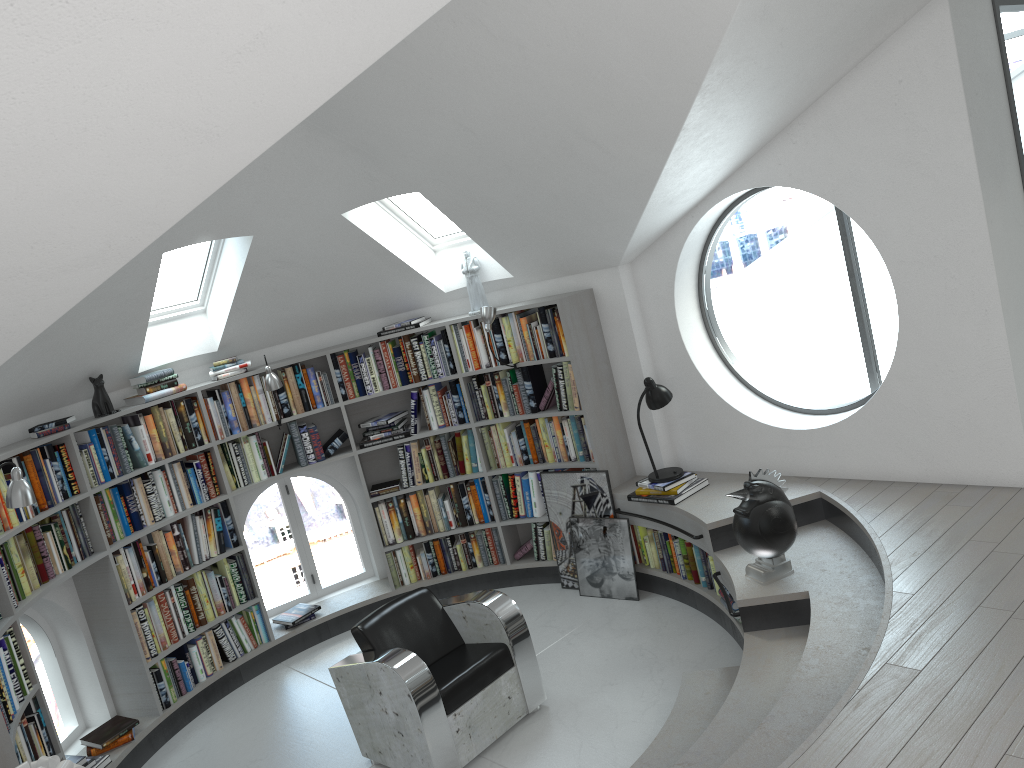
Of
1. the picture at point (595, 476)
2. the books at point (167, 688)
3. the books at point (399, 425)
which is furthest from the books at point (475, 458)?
the books at point (167, 688)

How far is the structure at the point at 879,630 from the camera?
3.5m

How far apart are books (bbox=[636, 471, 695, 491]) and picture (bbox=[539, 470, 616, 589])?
0.3 meters

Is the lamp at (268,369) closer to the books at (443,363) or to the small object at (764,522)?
the books at (443,363)

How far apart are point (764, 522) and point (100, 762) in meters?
4.0

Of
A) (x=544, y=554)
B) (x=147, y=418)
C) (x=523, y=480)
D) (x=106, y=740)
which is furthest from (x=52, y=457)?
(x=544, y=554)

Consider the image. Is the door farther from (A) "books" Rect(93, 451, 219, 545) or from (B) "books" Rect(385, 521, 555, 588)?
(A) "books" Rect(93, 451, 219, 545)

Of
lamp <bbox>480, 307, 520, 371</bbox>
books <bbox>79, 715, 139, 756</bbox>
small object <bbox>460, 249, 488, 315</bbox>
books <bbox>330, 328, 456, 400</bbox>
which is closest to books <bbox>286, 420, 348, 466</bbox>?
books <bbox>330, 328, 456, 400</bbox>

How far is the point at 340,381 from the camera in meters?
6.5 m

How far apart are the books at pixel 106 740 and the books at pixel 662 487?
3.4m
